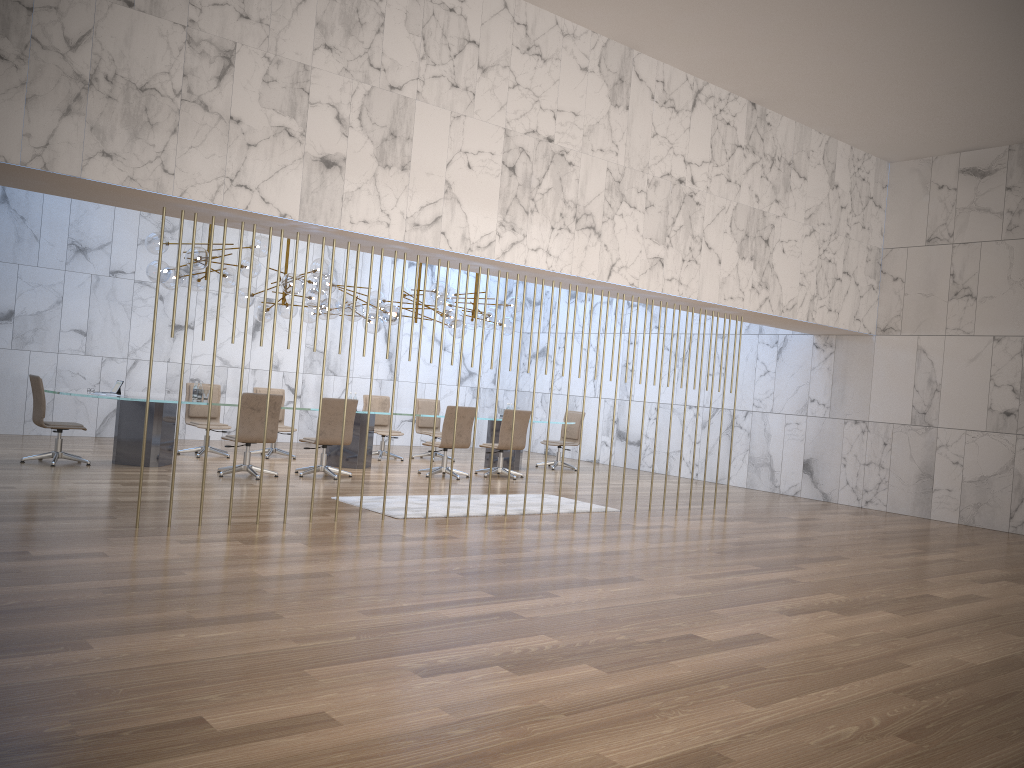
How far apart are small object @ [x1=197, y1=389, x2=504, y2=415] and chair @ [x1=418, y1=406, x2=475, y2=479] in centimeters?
310cm

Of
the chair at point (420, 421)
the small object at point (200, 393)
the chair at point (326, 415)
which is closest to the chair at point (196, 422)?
the small object at point (200, 393)

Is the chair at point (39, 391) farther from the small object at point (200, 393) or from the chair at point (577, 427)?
the chair at point (577, 427)

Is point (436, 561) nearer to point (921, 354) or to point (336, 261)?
point (921, 354)

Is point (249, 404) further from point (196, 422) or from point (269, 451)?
point (269, 451)

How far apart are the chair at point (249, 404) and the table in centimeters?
56cm

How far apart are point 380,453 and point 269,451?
1.86m

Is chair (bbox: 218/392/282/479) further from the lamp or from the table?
the lamp

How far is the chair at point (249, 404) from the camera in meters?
10.2

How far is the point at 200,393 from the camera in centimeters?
1111cm
